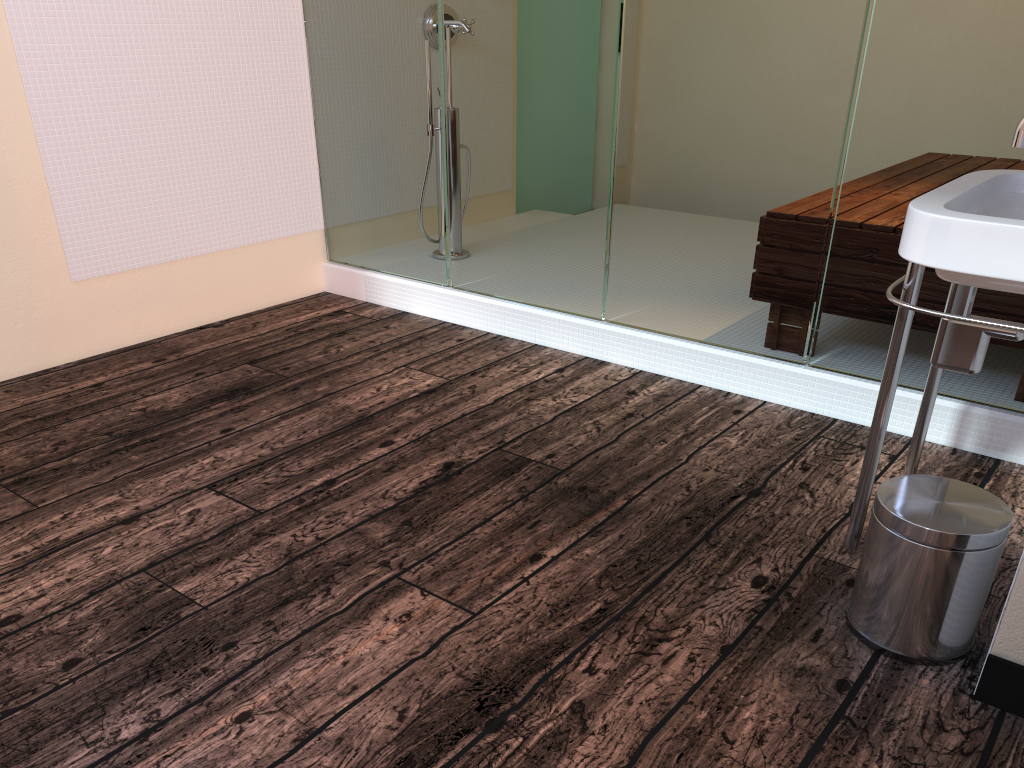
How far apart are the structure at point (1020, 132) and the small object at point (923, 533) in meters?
0.6

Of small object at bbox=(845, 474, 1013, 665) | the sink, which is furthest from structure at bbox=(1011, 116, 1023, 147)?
small object at bbox=(845, 474, 1013, 665)

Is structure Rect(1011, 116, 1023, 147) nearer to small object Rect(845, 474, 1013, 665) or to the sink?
the sink

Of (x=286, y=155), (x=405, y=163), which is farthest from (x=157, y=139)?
(x=405, y=163)

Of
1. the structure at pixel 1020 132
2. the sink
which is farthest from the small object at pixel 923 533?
the structure at pixel 1020 132

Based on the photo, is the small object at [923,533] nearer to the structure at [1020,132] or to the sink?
the sink

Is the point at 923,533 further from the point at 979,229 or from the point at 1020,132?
the point at 1020,132

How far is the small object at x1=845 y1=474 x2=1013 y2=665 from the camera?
1.4m

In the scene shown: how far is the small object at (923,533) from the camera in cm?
145

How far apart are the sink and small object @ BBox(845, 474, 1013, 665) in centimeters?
12cm
